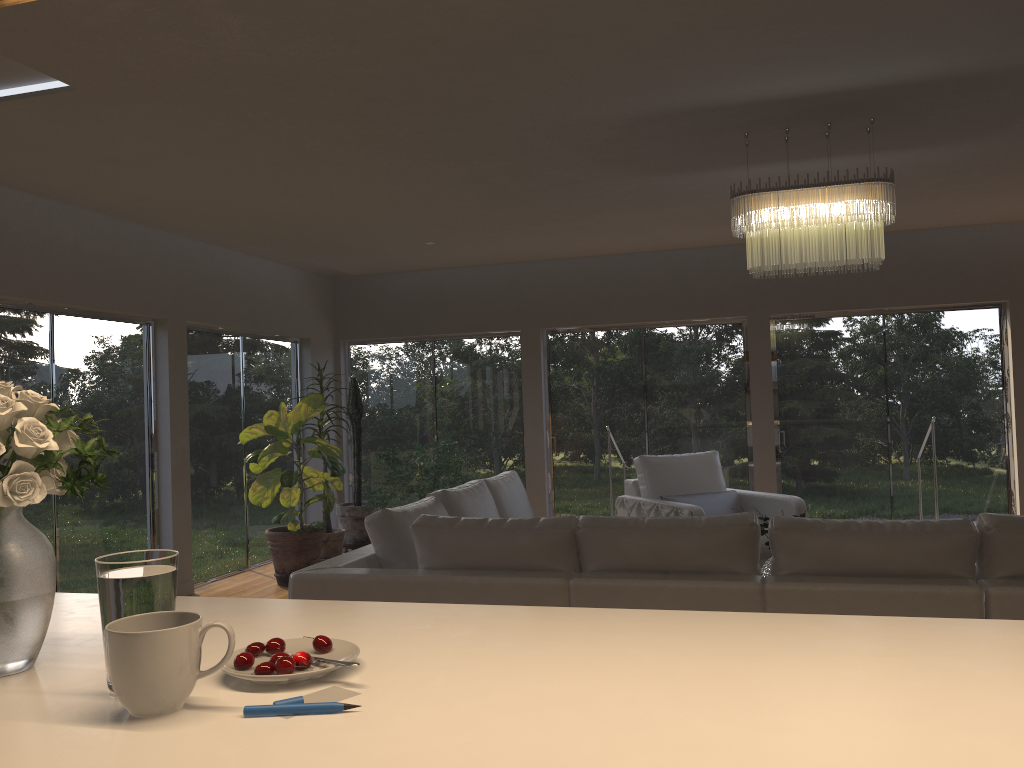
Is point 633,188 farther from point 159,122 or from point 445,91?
point 159,122

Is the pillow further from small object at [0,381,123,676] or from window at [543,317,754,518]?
small object at [0,381,123,676]

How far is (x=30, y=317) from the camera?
5.7m

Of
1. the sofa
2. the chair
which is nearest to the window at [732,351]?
the chair

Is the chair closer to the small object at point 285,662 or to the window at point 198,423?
the window at point 198,423

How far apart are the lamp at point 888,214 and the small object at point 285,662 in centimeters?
370cm

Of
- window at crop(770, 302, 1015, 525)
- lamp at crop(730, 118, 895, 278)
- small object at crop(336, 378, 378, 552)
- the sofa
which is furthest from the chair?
small object at crop(336, 378, 378, 552)

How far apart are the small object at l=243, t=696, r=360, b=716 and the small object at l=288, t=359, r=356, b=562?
6.6m

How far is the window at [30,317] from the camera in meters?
5.7

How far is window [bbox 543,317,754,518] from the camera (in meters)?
8.40
